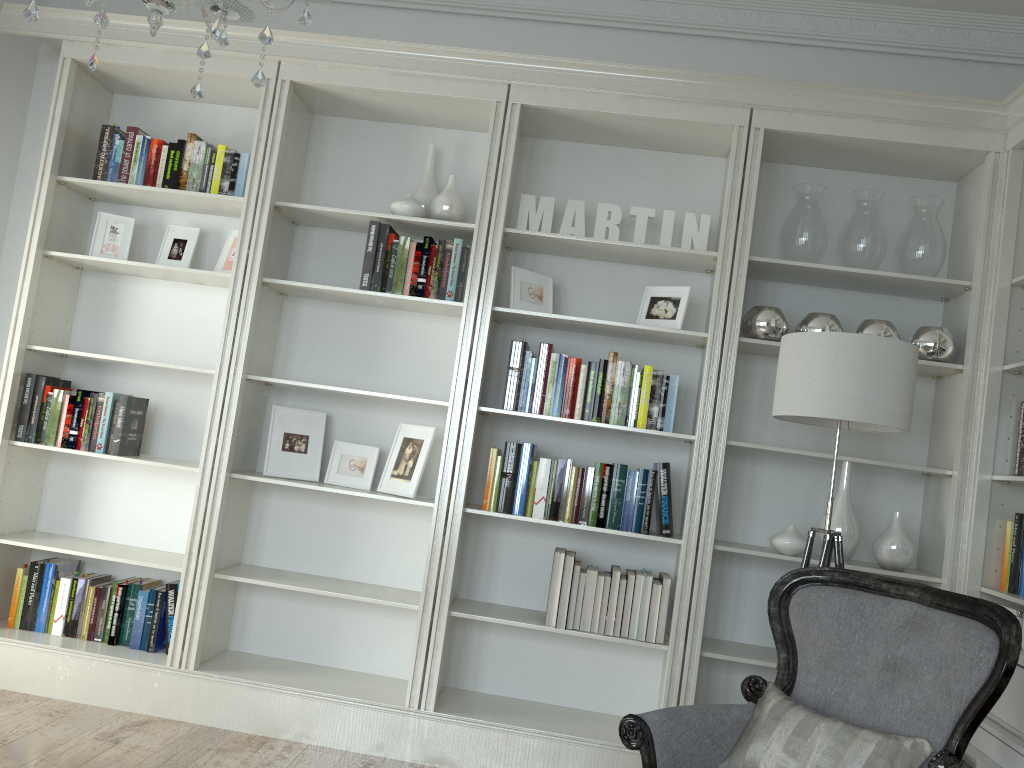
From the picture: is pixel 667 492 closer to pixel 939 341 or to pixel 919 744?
pixel 939 341

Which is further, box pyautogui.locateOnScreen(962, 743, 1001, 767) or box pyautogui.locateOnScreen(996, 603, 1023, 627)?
box pyautogui.locateOnScreen(996, 603, 1023, 627)

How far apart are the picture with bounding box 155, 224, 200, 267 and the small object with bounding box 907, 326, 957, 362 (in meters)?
3.06

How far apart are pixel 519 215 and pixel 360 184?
0.80m

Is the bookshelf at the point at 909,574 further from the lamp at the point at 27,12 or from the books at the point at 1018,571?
the lamp at the point at 27,12

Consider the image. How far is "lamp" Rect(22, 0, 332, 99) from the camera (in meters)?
1.58

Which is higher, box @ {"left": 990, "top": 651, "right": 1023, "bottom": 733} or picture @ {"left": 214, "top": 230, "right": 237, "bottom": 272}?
picture @ {"left": 214, "top": 230, "right": 237, "bottom": 272}

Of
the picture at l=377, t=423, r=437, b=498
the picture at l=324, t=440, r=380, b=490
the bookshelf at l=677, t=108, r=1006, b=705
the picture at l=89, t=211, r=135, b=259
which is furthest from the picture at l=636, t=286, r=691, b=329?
the picture at l=89, t=211, r=135, b=259

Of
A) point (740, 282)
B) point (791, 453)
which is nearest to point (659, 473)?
point (791, 453)

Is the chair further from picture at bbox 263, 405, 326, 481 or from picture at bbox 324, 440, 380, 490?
picture at bbox 263, 405, 326, 481
